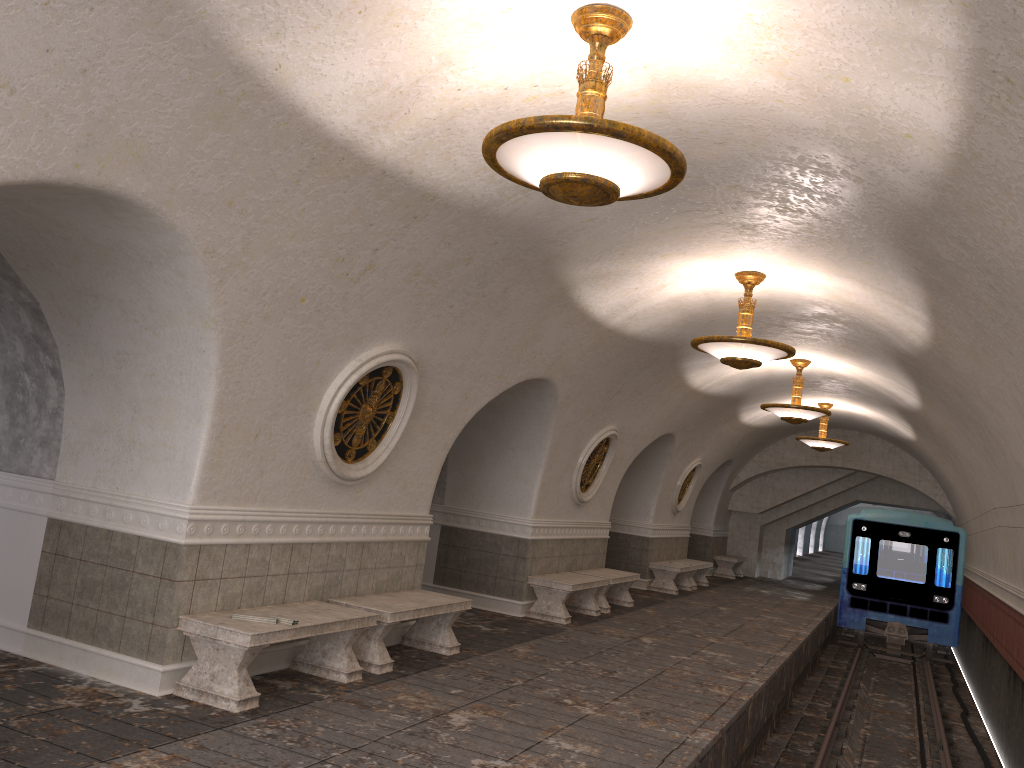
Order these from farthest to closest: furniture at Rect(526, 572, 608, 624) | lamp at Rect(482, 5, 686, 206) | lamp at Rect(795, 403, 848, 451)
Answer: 1. lamp at Rect(795, 403, 848, 451)
2. furniture at Rect(526, 572, 608, 624)
3. lamp at Rect(482, 5, 686, 206)

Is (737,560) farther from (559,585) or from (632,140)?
(632,140)

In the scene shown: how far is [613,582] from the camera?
12.6m

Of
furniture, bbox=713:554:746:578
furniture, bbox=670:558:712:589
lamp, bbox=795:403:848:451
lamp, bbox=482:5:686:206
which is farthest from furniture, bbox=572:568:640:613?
furniture, bbox=713:554:746:578

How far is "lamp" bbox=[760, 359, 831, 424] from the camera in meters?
12.7 m

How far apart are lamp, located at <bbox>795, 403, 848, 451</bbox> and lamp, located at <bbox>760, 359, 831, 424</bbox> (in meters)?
4.38

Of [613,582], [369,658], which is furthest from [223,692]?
[613,582]

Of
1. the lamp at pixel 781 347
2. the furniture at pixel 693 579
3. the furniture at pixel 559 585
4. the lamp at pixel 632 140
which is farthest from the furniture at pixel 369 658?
the furniture at pixel 693 579

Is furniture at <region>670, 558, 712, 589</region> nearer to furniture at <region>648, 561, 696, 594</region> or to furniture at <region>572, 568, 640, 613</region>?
furniture at <region>648, 561, 696, 594</region>

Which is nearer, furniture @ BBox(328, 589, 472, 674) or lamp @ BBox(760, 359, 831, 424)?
furniture @ BBox(328, 589, 472, 674)
